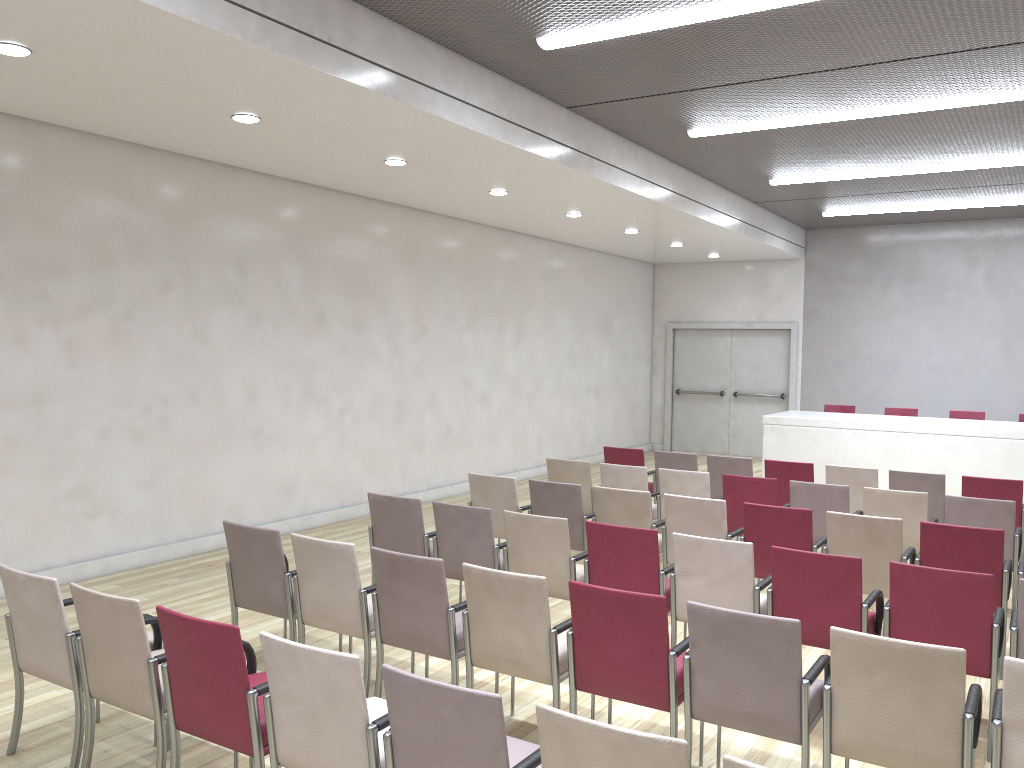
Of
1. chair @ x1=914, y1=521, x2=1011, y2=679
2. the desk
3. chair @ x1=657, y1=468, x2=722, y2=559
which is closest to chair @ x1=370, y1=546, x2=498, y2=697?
chair @ x1=914, y1=521, x2=1011, y2=679

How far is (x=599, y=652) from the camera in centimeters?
381cm

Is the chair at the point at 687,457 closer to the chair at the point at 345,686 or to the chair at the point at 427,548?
the chair at the point at 427,548

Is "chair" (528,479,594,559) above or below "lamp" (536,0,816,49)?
below

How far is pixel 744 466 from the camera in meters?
8.4 m

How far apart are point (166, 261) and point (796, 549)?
5.6 meters

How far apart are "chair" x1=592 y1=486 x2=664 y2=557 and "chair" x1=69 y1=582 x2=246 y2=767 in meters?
3.4

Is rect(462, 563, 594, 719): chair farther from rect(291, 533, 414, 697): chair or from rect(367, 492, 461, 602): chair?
rect(367, 492, 461, 602): chair

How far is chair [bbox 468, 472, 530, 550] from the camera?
6.9 meters

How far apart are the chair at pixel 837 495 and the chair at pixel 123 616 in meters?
4.8 m
